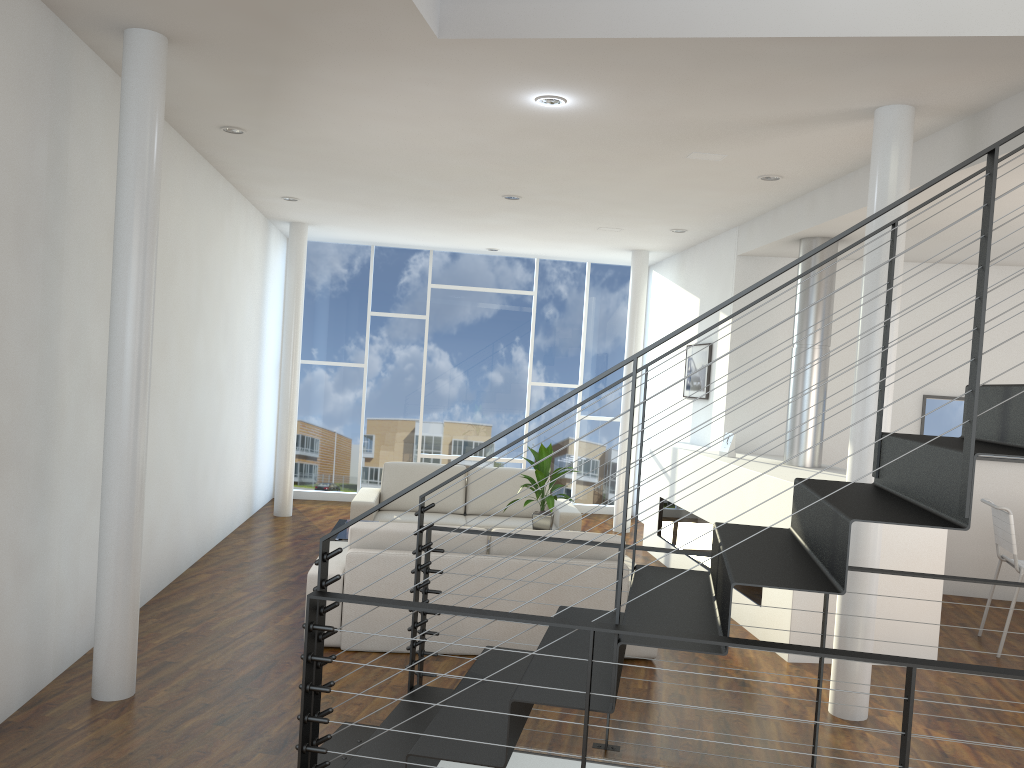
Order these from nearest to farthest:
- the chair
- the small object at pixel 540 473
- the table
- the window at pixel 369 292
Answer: the chair
the table
the small object at pixel 540 473
the window at pixel 369 292

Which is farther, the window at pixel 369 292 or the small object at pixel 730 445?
the window at pixel 369 292

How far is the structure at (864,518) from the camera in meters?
2.0

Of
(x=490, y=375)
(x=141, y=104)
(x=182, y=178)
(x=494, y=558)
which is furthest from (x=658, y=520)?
(x=141, y=104)

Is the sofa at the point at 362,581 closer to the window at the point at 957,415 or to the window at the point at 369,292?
the window at the point at 957,415

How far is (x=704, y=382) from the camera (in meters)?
6.58

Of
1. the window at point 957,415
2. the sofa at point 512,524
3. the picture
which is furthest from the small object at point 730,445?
the window at point 957,415

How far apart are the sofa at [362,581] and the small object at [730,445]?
1.39m

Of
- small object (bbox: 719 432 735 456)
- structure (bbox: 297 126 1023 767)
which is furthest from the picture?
structure (bbox: 297 126 1023 767)

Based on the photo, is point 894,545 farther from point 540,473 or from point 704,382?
point 704,382
